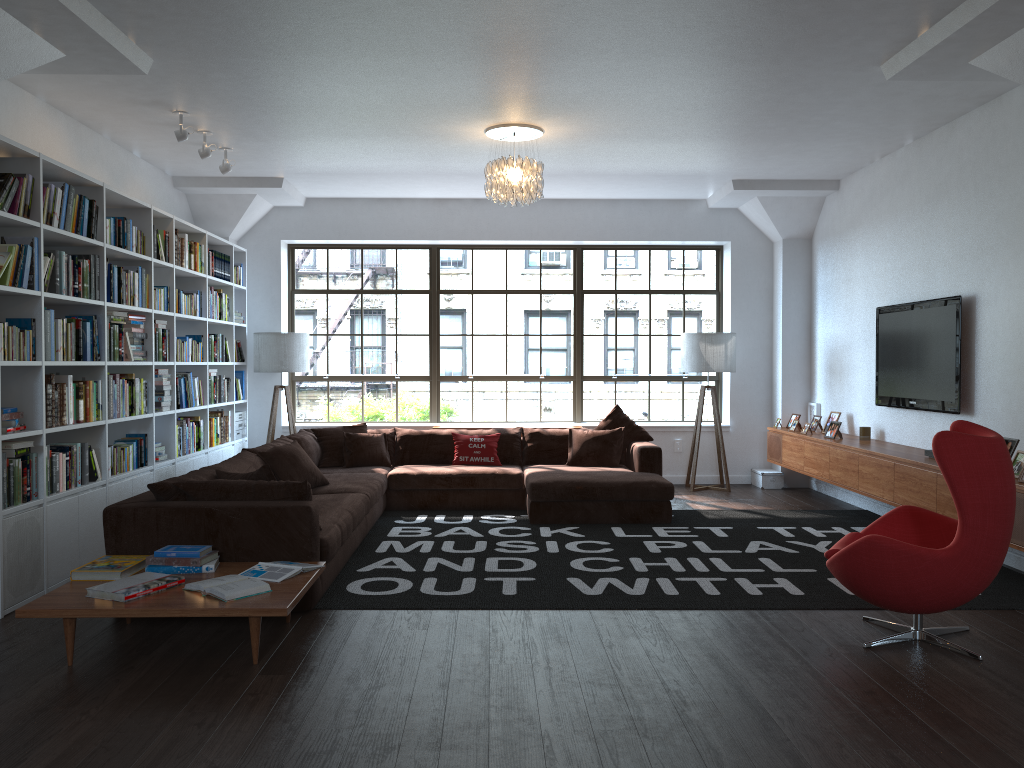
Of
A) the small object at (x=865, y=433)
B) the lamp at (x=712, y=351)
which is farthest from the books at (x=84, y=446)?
the small object at (x=865, y=433)

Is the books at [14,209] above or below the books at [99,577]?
above

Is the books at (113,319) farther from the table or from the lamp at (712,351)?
the lamp at (712,351)

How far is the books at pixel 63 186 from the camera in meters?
5.1 m

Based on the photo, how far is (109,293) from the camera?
5.7 meters

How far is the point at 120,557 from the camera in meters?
4.4 m

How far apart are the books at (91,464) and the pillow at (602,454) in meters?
4.0

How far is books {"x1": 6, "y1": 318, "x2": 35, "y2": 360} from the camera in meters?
4.8

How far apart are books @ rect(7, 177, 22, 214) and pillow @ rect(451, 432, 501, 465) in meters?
4.4 m

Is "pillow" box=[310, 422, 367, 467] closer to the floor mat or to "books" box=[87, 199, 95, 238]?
the floor mat
